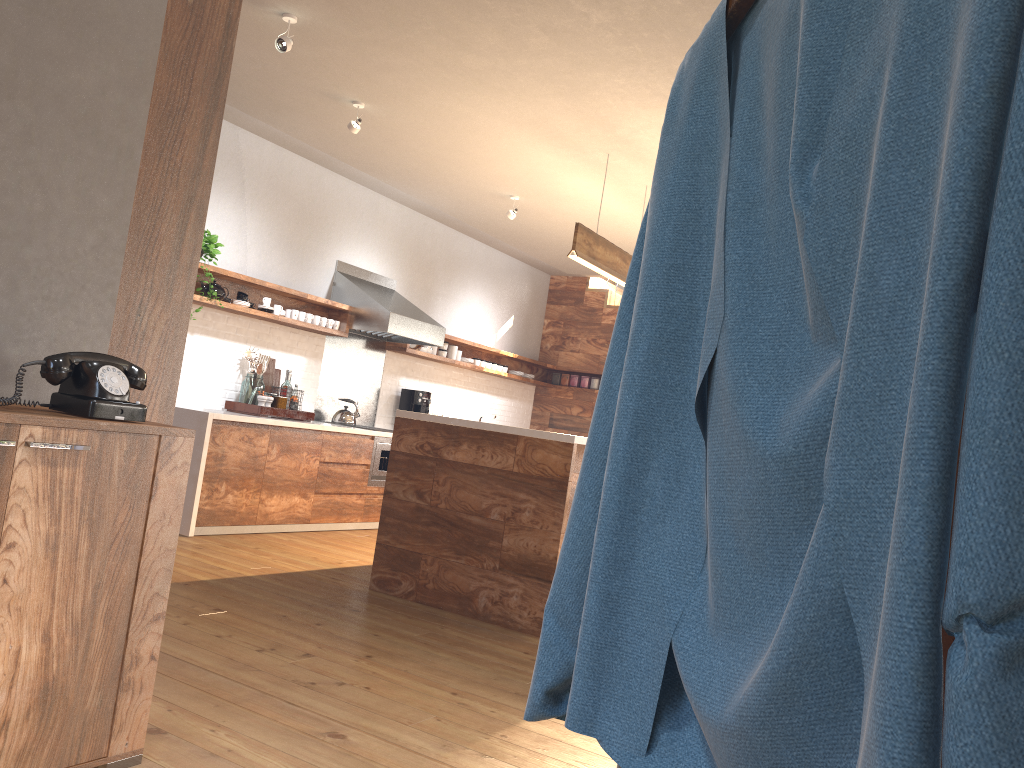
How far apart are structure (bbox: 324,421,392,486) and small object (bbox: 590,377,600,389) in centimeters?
346cm

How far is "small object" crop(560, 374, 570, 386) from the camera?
10.2m

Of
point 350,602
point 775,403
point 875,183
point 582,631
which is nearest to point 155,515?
point 582,631

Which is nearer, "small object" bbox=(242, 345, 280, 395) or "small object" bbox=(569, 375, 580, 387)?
"small object" bbox=(242, 345, 280, 395)

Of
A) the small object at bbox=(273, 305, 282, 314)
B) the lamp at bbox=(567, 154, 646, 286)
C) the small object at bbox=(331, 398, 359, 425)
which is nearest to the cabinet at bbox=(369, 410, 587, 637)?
the lamp at bbox=(567, 154, 646, 286)

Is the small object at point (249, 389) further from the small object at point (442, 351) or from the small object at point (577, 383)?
the small object at point (577, 383)

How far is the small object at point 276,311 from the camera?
6.51m

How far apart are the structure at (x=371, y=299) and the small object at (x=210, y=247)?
1.45m

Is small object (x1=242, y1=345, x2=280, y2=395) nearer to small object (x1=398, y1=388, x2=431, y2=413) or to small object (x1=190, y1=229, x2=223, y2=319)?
small object (x1=190, y1=229, x2=223, y2=319)

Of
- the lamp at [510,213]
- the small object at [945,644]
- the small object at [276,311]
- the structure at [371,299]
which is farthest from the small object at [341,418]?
the small object at [945,644]
